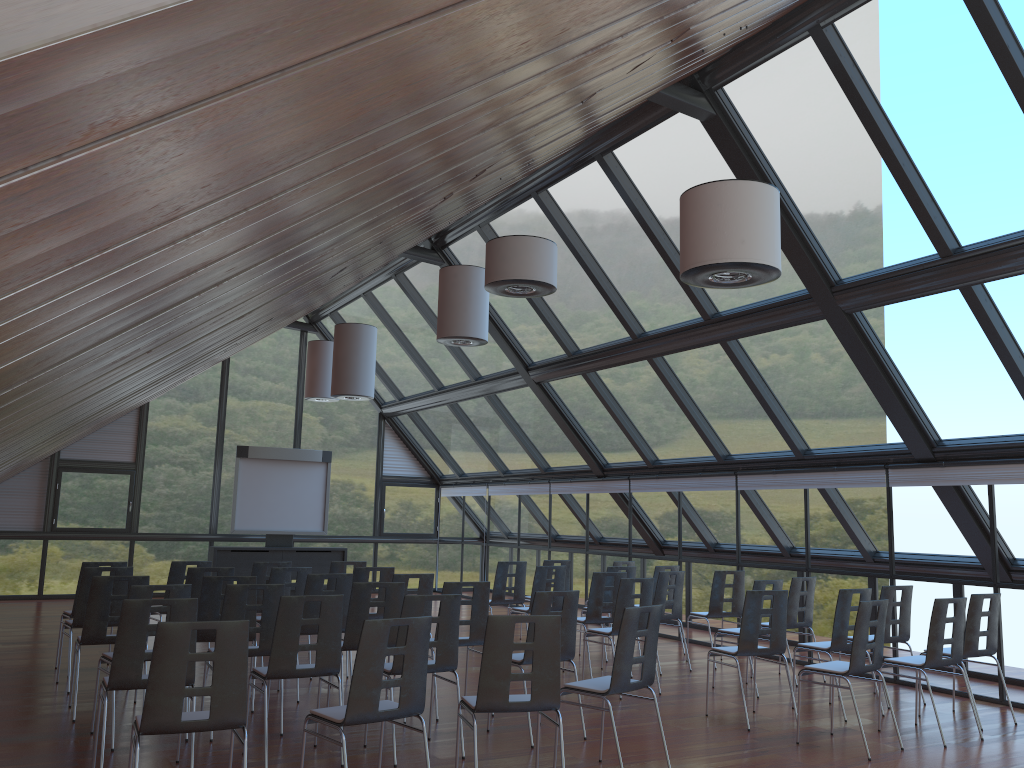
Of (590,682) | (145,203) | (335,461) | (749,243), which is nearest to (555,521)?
(335,461)

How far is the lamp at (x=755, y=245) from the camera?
5.7m

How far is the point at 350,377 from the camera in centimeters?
1359cm

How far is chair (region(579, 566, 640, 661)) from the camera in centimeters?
1148cm

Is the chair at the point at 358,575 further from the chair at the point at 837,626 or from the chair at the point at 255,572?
the chair at the point at 837,626

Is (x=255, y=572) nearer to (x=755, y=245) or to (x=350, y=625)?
(x=350, y=625)

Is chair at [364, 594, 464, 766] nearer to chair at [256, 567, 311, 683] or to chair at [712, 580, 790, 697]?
chair at [256, 567, 311, 683]

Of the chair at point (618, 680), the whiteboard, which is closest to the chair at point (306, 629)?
the chair at point (618, 680)

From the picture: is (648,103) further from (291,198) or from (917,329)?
(291,198)

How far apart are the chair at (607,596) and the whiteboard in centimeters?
809cm
